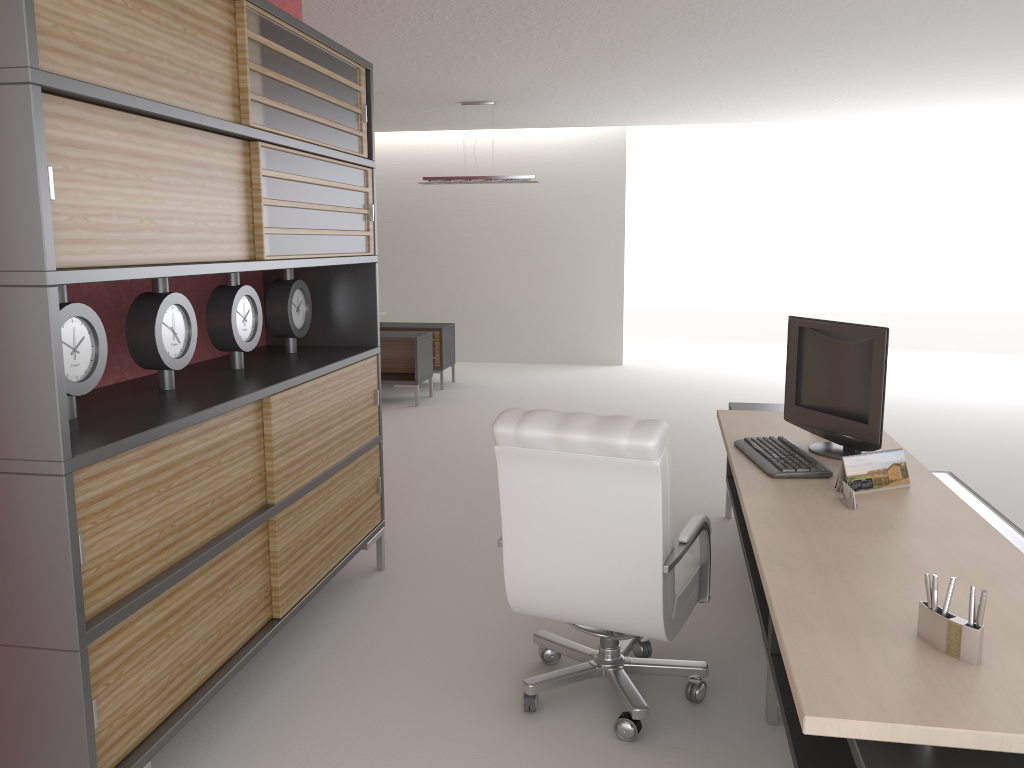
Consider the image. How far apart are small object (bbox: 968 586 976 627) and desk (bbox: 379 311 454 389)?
12.39m

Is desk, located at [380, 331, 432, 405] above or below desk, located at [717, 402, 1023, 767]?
below

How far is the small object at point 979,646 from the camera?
2.59m

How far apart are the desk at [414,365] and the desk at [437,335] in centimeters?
76cm

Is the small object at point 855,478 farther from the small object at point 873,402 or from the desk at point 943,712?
the small object at point 873,402

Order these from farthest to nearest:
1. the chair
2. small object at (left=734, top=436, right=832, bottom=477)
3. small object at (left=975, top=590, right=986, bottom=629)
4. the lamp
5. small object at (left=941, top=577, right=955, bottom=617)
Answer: the lamp → small object at (left=734, top=436, right=832, bottom=477) → the chair → small object at (left=941, top=577, right=955, bottom=617) → small object at (left=975, top=590, right=986, bottom=629)

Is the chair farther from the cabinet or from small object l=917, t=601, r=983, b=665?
small object l=917, t=601, r=983, b=665

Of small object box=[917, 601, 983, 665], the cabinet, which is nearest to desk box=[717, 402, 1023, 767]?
small object box=[917, 601, 983, 665]

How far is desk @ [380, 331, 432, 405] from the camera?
13.2 meters

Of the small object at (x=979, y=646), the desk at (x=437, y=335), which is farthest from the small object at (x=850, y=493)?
the desk at (x=437, y=335)
